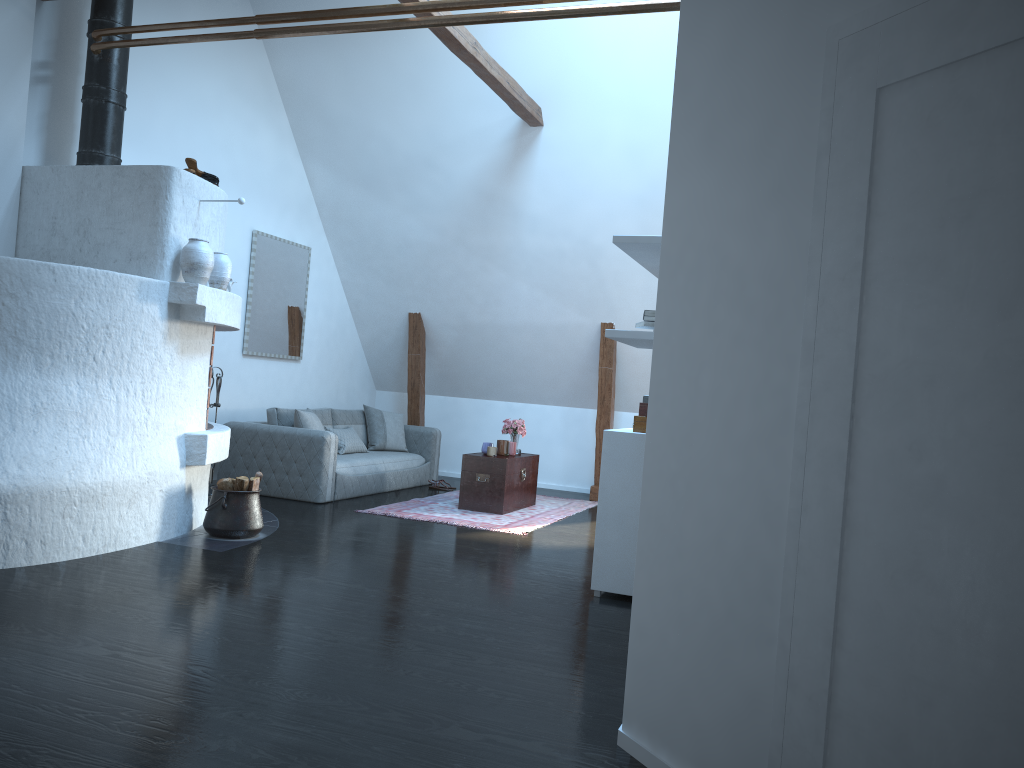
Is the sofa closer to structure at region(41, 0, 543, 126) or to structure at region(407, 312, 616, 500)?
structure at region(407, 312, 616, 500)

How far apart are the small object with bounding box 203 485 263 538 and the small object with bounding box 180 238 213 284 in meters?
1.3

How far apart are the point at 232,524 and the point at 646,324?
3.1 meters

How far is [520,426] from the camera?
8.38m

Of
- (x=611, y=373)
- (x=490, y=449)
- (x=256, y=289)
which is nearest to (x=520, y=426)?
(x=490, y=449)

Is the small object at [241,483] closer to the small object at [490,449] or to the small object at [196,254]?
the small object at [196,254]

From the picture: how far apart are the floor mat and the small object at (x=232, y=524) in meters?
1.5

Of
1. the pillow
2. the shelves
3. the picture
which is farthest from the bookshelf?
the picture

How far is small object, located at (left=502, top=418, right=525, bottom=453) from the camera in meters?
8.4 m

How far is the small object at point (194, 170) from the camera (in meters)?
5.65
